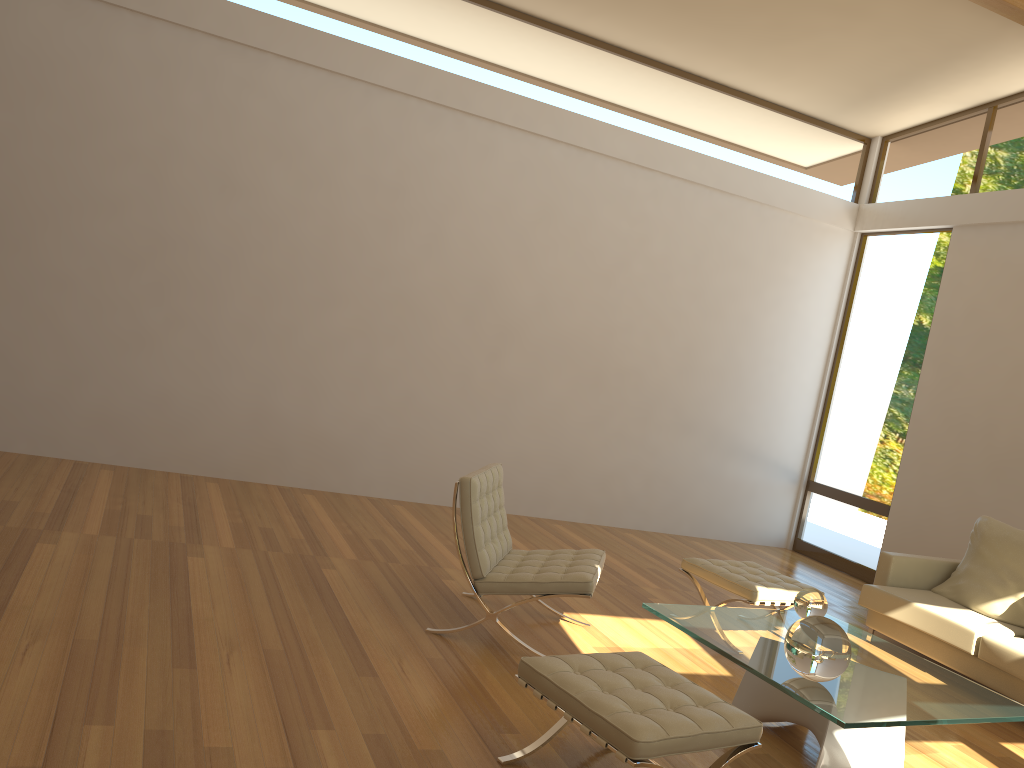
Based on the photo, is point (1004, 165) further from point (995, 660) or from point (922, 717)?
point (922, 717)

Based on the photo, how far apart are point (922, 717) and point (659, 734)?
1.2m

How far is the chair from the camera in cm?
410

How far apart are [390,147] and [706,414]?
3.7 meters

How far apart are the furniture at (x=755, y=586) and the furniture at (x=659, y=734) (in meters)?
1.73

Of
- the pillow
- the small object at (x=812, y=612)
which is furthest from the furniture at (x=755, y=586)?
the pillow

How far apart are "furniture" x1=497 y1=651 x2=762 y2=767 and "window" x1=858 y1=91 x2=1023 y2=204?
5.76m

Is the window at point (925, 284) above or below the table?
above

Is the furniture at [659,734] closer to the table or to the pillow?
the table

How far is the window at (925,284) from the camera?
7.7m
